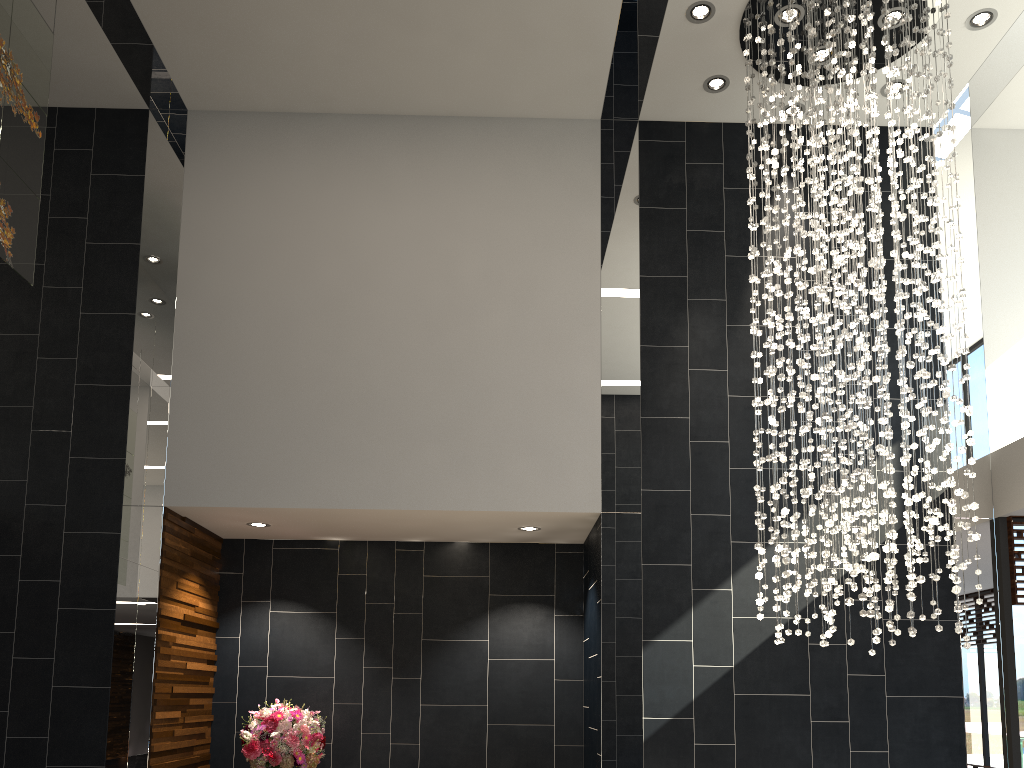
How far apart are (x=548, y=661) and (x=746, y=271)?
3.53m

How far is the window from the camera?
5.9 meters

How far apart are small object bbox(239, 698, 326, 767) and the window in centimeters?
483cm

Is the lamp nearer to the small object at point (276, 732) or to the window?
the window

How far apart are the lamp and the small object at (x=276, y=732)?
3.4m

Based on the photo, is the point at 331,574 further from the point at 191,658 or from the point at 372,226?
the point at 372,226

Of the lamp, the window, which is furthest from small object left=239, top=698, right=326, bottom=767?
the window

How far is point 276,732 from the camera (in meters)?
6.18

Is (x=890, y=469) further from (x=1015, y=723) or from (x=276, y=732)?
(x=276, y=732)

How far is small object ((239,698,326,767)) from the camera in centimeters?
618cm
